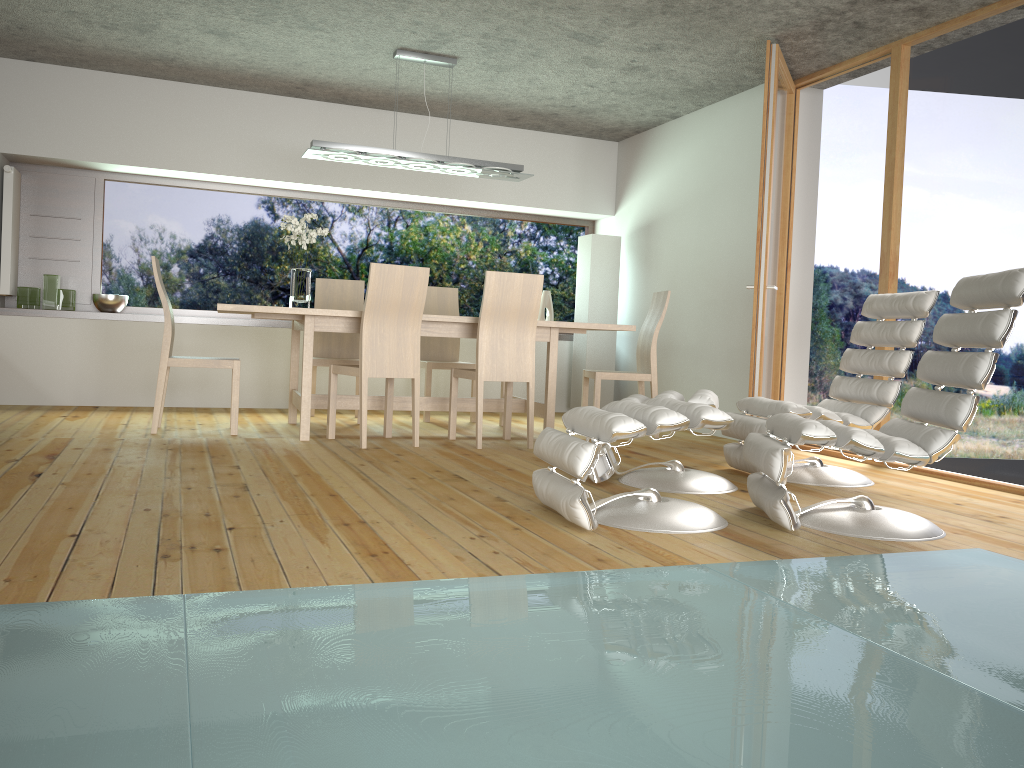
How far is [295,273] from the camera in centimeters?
541cm

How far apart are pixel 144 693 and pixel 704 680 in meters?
1.0

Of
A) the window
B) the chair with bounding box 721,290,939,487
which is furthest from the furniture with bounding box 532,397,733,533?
the window

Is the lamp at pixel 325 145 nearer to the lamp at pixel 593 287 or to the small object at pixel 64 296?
the lamp at pixel 593 287

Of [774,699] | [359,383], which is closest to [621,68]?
[359,383]

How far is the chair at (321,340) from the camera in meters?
6.4 m

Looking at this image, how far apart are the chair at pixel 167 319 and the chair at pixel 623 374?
2.3 meters

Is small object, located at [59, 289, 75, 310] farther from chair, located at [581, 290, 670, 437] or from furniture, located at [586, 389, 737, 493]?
furniture, located at [586, 389, 737, 493]

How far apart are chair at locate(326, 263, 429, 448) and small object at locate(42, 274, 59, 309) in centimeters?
264cm

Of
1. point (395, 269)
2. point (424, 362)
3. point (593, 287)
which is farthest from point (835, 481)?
point (593, 287)
